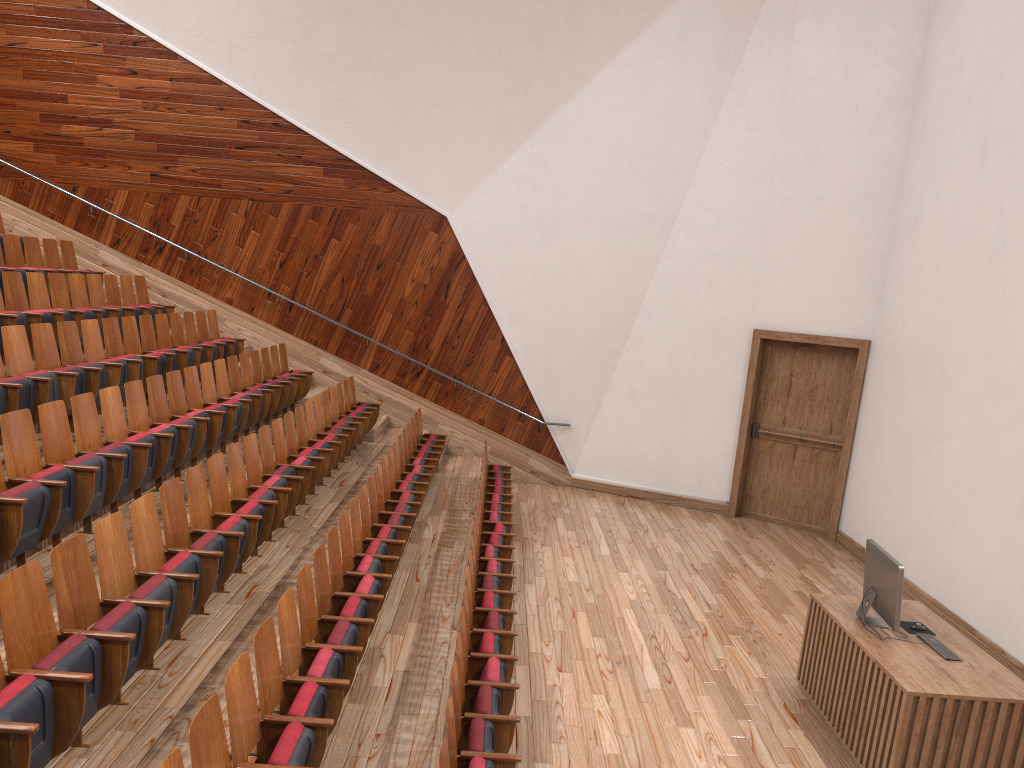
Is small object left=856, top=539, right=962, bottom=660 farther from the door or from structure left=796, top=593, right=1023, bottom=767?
the door

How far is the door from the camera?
1.04m

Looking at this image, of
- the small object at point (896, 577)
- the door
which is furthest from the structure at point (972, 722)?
the door

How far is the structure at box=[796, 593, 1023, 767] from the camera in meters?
0.5 m

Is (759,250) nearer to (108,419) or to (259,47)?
(259,47)

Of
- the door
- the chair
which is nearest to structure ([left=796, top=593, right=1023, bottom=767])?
the chair

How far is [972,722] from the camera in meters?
0.5

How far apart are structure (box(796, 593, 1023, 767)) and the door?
0.4m

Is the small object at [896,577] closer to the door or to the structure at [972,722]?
the structure at [972,722]

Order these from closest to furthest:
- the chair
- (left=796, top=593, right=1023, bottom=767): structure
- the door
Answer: the chair → (left=796, top=593, right=1023, bottom=767): structure → the door
